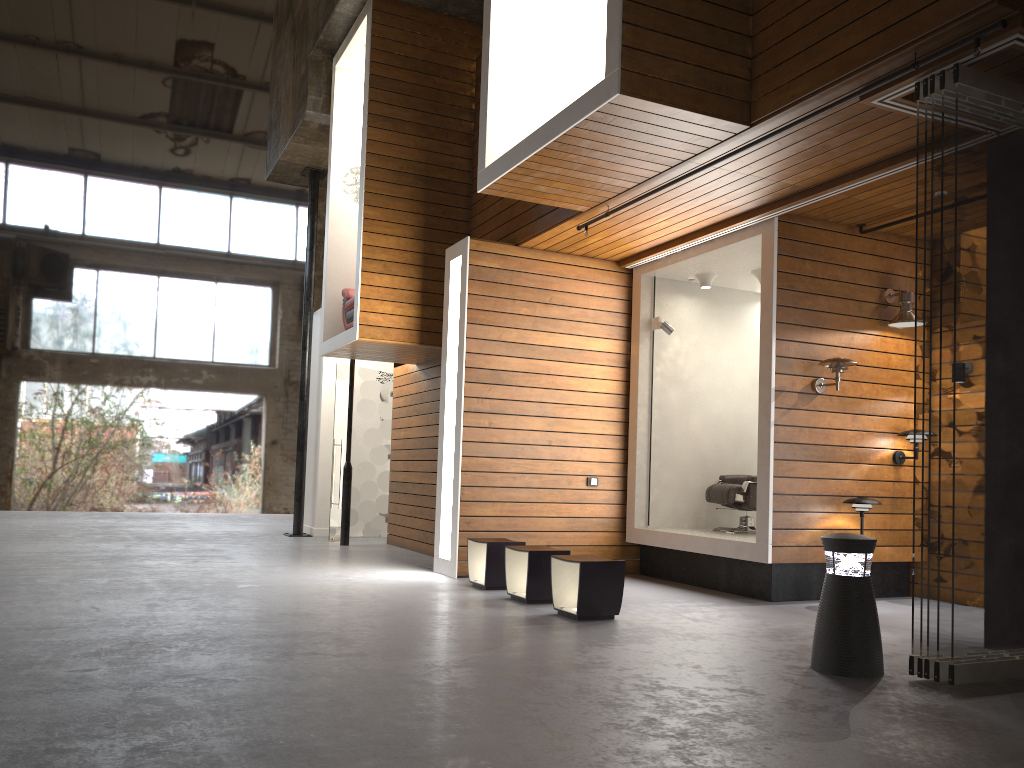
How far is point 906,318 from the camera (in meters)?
7.15

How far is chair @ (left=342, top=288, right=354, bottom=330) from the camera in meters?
9.7

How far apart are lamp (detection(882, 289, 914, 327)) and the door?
6.81m

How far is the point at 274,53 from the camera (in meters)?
12.93

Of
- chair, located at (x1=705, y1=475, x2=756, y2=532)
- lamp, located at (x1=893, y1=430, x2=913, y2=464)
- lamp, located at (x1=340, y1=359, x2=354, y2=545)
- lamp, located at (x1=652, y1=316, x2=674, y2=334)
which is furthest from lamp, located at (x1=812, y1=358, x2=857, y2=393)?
lamp, located at (x1=340, y1=359, x2=354, y2=545)

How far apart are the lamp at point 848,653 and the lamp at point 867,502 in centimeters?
246cm

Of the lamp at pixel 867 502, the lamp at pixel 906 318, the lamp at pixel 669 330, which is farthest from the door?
the lamp at pixel 906 318

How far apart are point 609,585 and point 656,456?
3.0 meters

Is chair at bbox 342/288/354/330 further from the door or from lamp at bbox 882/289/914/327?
lamp at bbox 882/289/914/327

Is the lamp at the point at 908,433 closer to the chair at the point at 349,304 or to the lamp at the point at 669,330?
the lamp at the point at 669,330
